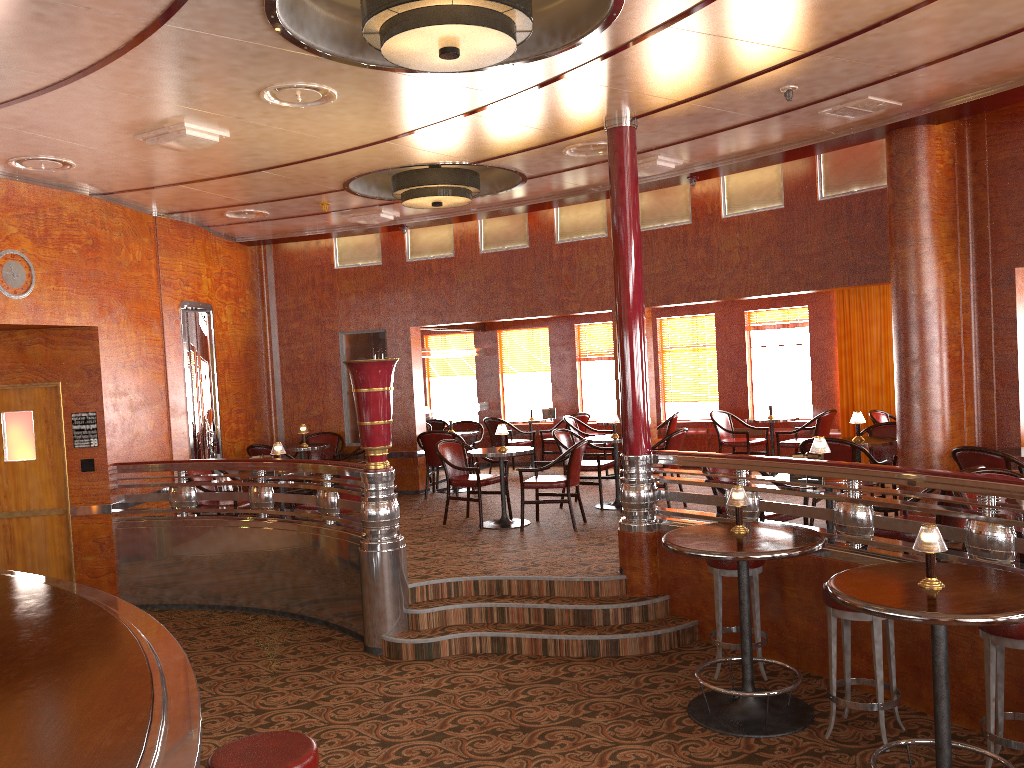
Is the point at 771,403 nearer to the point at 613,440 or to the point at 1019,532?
the point at 613,440

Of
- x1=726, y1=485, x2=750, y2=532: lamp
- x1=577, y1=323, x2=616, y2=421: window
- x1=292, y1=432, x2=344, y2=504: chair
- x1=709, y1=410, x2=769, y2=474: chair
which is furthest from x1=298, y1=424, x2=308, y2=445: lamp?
x1=726, y1=485, x2=750, y2=532: lamp

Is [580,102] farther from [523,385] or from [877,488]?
[523,385]

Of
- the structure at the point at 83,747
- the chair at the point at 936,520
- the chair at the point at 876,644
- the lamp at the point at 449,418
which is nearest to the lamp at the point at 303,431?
the lamp at the point at 449,418

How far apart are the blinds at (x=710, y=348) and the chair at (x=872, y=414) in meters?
2.5 m

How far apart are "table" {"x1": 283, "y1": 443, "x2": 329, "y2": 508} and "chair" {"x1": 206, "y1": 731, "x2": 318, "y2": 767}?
7.2 meters

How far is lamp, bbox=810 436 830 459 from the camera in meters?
5.6 m

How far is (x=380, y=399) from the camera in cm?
606

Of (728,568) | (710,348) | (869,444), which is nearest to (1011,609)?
(728,568)

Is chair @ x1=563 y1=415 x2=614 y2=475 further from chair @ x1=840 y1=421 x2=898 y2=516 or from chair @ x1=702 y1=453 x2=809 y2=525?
chair @ x1=702 y1=453 x2=809 y2=525
